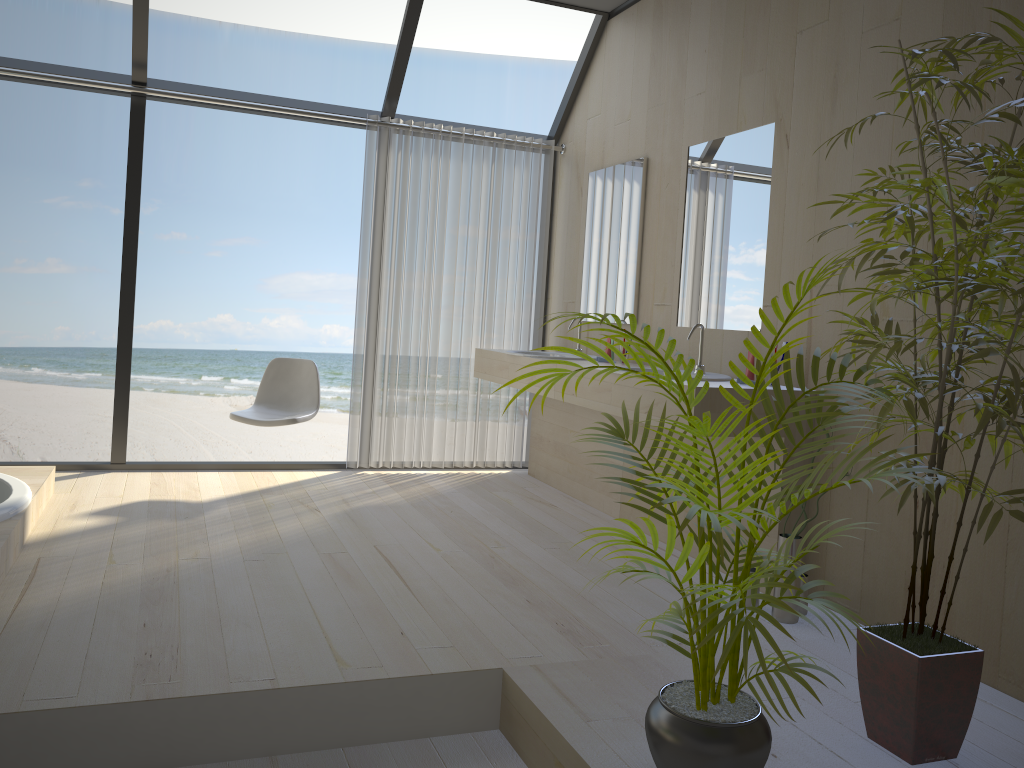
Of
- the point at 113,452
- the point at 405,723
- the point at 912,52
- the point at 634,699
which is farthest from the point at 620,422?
the point at 912,52

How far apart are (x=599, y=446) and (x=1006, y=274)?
2.9m

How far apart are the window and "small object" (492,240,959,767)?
3.5m

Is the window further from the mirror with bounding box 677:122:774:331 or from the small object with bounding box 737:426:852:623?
the small object with bounding box 737:426:852:623

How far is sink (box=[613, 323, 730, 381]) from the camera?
3.5 meters

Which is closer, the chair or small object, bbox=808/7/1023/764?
small object, bbox=808/7/1023/764

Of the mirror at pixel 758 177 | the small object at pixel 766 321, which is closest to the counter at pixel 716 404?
the mirror at pixel 758 177

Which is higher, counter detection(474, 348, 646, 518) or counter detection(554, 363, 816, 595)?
counter detection(554, 363, 816, 595)

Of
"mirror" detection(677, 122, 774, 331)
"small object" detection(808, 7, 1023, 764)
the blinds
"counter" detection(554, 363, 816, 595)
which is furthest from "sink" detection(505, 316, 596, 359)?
"small object" detection(808, 7, 1023, 764)

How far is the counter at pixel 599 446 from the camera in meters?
4.7
